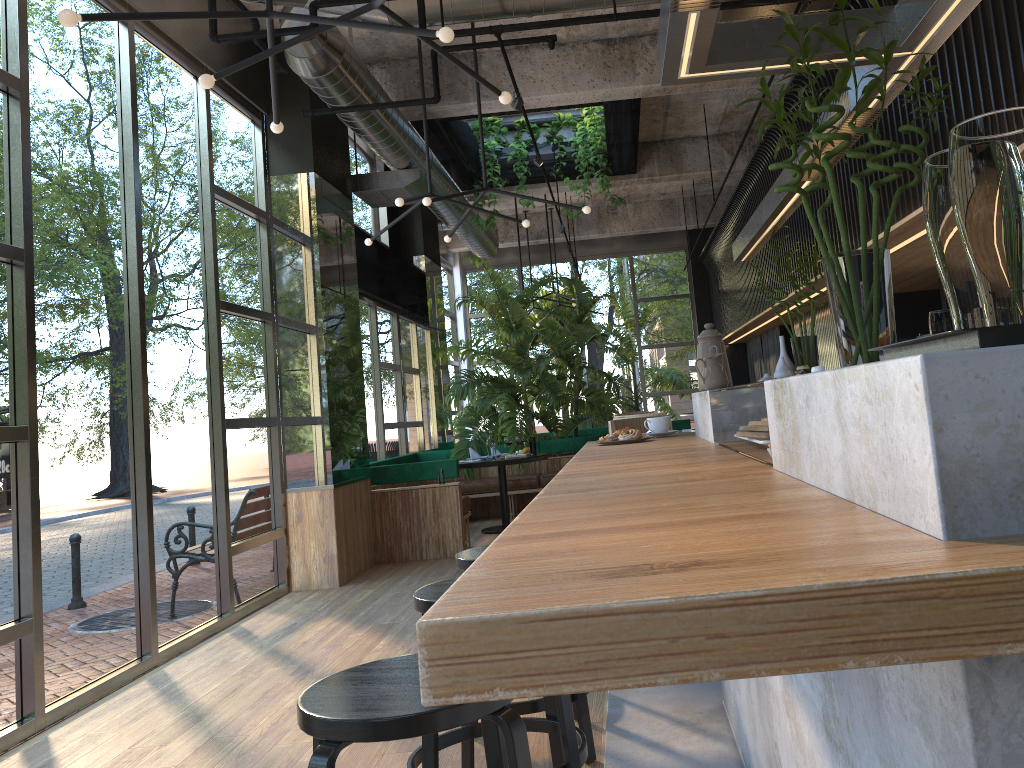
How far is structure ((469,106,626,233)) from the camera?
9.4 meters

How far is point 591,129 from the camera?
9.4m

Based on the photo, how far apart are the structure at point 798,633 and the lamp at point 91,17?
1.7m

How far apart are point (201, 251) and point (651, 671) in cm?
609

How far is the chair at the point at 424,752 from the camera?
2.40m

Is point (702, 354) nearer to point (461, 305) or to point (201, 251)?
point (201, 251)

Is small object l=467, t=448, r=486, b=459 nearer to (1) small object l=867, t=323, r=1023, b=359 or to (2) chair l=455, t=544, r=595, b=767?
(2) chair l=455, t=544, r=595, b=767

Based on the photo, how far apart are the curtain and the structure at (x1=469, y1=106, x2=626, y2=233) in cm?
280

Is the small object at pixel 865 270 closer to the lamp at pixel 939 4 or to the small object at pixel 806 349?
the lamp at pixel 939 4

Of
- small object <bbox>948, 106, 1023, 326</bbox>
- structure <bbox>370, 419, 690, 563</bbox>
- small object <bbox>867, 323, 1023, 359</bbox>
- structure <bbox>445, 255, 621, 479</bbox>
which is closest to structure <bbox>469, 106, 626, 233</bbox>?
structure <bbox>445, 255, 621, 479</bbox>
